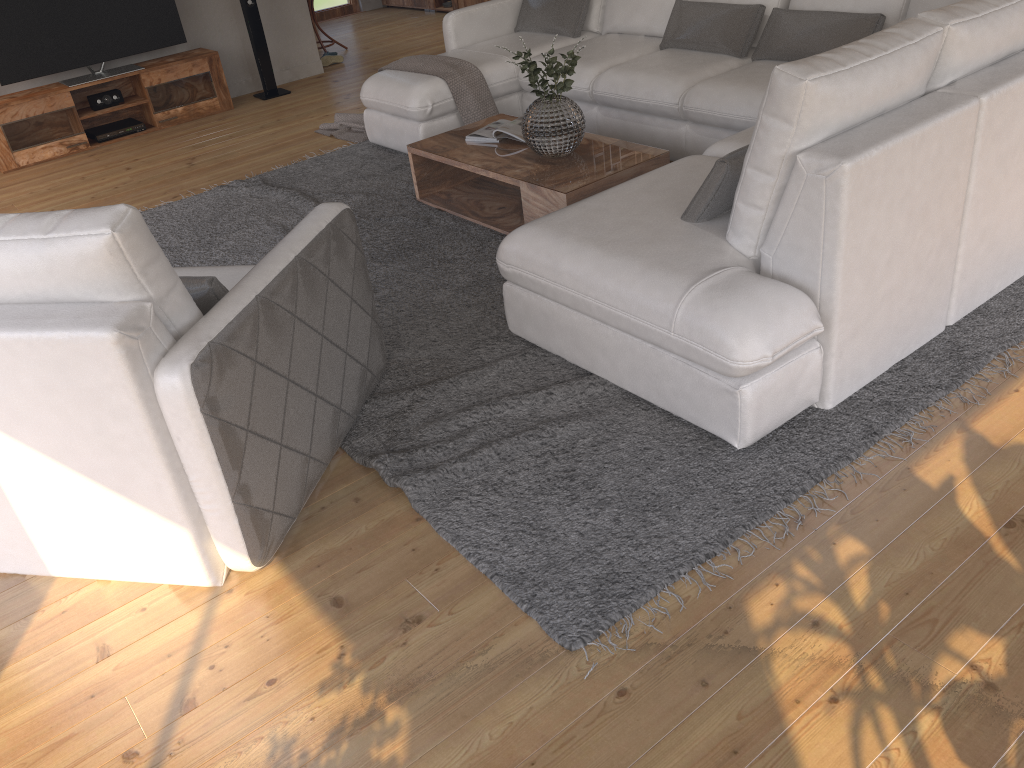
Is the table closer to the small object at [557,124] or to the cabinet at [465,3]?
the small object at [557,124]

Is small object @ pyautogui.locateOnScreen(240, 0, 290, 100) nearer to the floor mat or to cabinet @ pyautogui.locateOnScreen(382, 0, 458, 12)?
the floor mat

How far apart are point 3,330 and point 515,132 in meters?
2.7

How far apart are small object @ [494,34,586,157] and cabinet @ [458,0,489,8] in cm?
581

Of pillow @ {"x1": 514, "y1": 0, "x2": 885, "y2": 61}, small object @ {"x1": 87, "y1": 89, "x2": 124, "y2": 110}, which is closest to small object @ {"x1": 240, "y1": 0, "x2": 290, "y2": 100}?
small object @ {"x1": 87, "y1": 89, "x2": 124, "y2": 110}

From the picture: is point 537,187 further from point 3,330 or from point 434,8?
point 434,8

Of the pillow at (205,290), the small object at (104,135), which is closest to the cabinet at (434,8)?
the small object at (104,135)

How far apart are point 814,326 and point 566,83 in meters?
1.9 m

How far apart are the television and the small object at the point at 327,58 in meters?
1.5 m

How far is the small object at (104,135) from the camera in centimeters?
640cm
